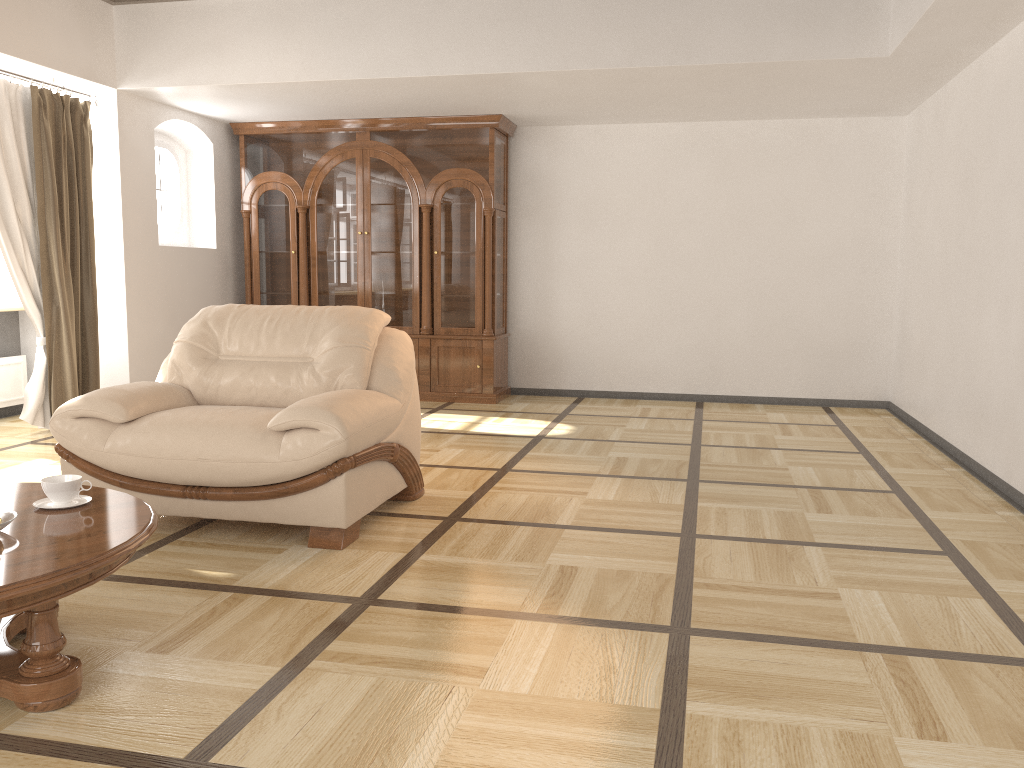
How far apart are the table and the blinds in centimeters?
334cm

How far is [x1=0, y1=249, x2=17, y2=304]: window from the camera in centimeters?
638cm

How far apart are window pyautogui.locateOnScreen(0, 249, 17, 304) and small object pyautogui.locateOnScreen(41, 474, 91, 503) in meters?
4.6 m

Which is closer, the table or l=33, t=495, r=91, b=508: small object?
the table

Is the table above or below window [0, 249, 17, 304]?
below

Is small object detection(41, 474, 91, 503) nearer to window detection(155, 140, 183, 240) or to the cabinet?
the cabinet

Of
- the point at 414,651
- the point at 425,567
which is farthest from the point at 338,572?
the point at 414,651

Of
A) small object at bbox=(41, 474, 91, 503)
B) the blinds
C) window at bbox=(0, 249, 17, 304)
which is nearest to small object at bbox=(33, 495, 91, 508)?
small object at bbox=(41, 474, 91, 503)

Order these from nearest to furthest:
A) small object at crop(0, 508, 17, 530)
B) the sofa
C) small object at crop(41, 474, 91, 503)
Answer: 1. small object at crop(0, 508, 17, 530)
2. small object at crop(41, 474, 91, 503)
3. the sofa

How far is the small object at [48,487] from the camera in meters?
2.5 m
